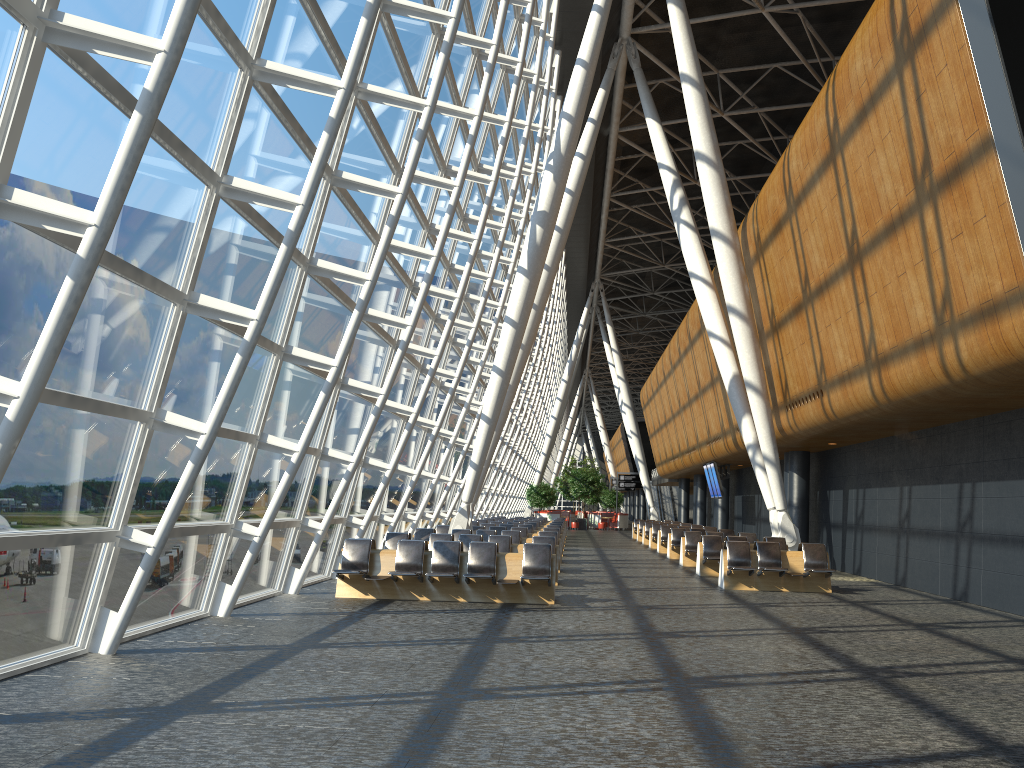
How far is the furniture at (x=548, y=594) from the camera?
12.69m

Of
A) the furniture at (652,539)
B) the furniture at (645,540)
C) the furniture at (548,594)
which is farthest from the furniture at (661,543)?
the furniture at (548,594)

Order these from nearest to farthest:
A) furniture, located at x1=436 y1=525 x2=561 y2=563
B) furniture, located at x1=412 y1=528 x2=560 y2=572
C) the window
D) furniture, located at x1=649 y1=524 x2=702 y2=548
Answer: the window
furniture, located at x1=412 y1=528 x2=560 y2=572
furniture, located at x1=436 y1=525 x2=561 y2=563
furniture, located at x1=649 y1=524 x2=702 y2=548

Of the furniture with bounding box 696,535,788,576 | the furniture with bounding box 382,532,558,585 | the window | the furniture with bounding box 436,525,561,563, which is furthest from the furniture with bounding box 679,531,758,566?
the window

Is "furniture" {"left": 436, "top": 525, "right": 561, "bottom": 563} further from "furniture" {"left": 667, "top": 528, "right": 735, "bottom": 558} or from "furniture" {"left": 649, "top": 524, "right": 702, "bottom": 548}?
"furniture" {"left": 649, "top": 524, "right": 702, "bottom": 548}

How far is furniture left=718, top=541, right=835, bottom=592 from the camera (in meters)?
15.55

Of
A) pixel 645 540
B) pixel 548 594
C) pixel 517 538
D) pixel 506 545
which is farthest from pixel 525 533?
pixel 645 540

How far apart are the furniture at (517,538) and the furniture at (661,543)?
9.38m

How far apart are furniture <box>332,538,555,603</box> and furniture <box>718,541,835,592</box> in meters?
4.0

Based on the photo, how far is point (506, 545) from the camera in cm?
1583
